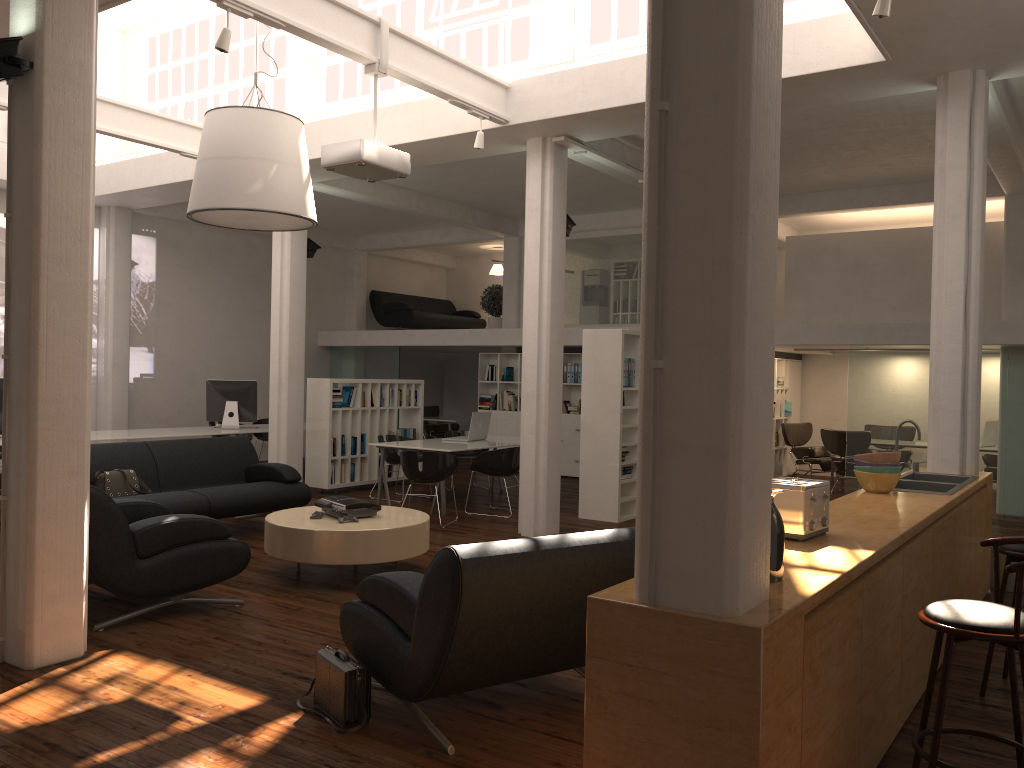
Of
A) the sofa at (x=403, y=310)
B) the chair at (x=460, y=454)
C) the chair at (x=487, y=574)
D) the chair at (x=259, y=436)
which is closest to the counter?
the chair at (x=487, y=574)

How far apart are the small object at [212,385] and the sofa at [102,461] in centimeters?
418cm

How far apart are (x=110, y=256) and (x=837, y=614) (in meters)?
15.75

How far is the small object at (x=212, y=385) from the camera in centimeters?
1594cm

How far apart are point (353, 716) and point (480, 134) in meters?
7.0 m

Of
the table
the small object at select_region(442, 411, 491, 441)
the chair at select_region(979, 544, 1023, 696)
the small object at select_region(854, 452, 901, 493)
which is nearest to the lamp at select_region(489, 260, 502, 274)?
the small object at select_region(442, 411, 491, 441)

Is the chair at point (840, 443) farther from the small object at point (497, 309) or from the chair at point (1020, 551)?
the chair at point (1020, 551)

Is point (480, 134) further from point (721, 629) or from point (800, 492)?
point (721, 629)

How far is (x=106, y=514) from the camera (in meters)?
6.67

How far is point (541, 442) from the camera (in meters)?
11.09
